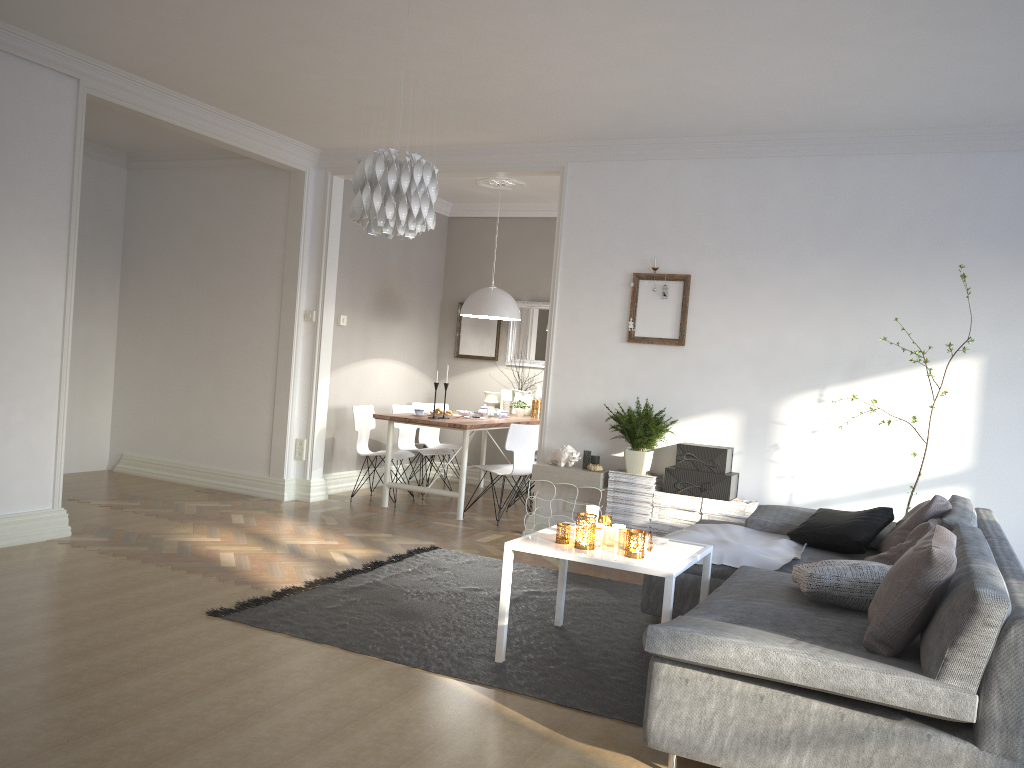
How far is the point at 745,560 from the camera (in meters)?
4.09

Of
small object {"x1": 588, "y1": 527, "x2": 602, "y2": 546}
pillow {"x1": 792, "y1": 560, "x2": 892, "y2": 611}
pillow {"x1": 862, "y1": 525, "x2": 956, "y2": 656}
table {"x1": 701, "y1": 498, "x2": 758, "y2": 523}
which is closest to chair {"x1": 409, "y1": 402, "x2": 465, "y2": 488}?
table {"x1": 701, "y1": 498, "x2": 758, "y2": 523}

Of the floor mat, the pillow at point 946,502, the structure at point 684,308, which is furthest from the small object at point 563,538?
the structure at point 684,308

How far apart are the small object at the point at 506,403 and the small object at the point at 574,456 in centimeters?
247cm

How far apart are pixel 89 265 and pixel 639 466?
5.06m

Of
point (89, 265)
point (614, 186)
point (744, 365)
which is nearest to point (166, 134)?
point (89, 265)

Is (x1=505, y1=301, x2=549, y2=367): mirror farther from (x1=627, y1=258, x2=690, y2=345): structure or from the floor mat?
the floor mat

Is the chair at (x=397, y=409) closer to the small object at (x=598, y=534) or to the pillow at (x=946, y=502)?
the small object at (x=598, y=534)

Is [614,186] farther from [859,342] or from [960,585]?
[960,585]

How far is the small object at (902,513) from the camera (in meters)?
4.95
